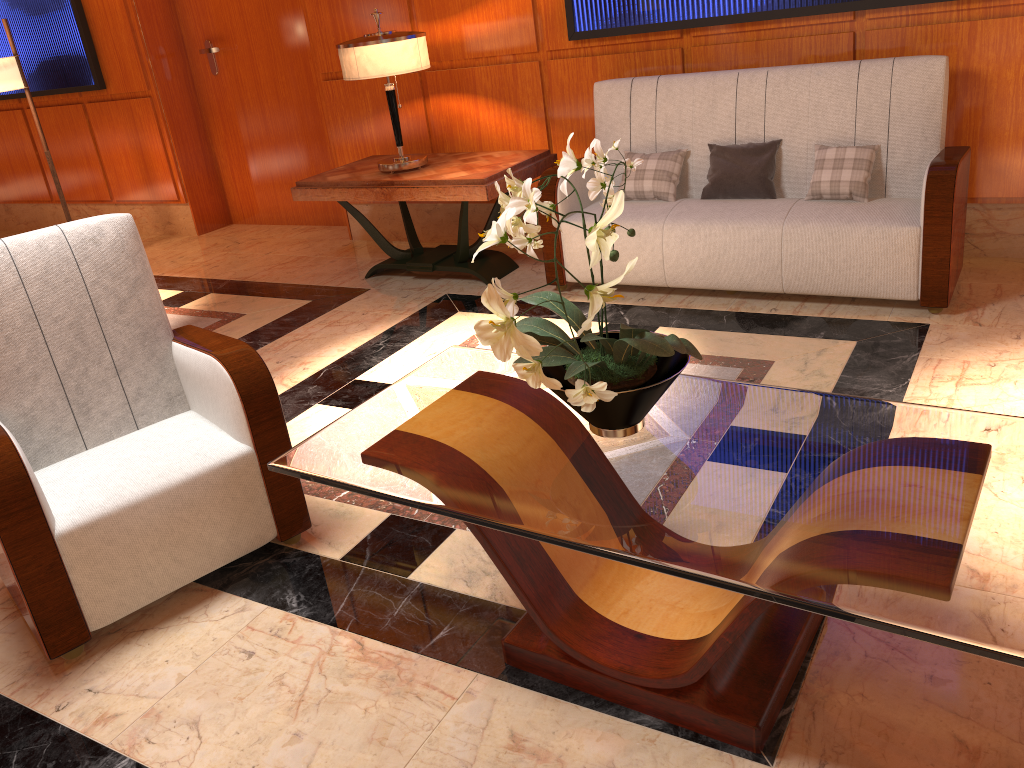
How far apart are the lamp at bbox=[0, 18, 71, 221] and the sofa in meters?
3.5

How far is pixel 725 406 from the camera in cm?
197

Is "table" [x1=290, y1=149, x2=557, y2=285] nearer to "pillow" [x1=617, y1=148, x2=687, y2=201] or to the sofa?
the sofa

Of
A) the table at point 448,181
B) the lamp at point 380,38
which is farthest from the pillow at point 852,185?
the lamp at point 380,38

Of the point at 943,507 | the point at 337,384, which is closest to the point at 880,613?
the point at 943,507

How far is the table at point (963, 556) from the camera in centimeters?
140cm

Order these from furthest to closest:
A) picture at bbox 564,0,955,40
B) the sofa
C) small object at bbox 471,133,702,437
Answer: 1. picture at bbox 564,0,955,40
2. the sofa
3. small object at bbox 471,133,702,437

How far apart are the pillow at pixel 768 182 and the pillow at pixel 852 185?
0.2m

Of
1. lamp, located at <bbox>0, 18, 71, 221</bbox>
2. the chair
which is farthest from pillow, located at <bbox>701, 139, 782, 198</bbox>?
lamp, located at <bbox>0, 18, 71, 221</bbox>

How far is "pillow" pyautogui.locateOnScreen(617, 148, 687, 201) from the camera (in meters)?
4.10
